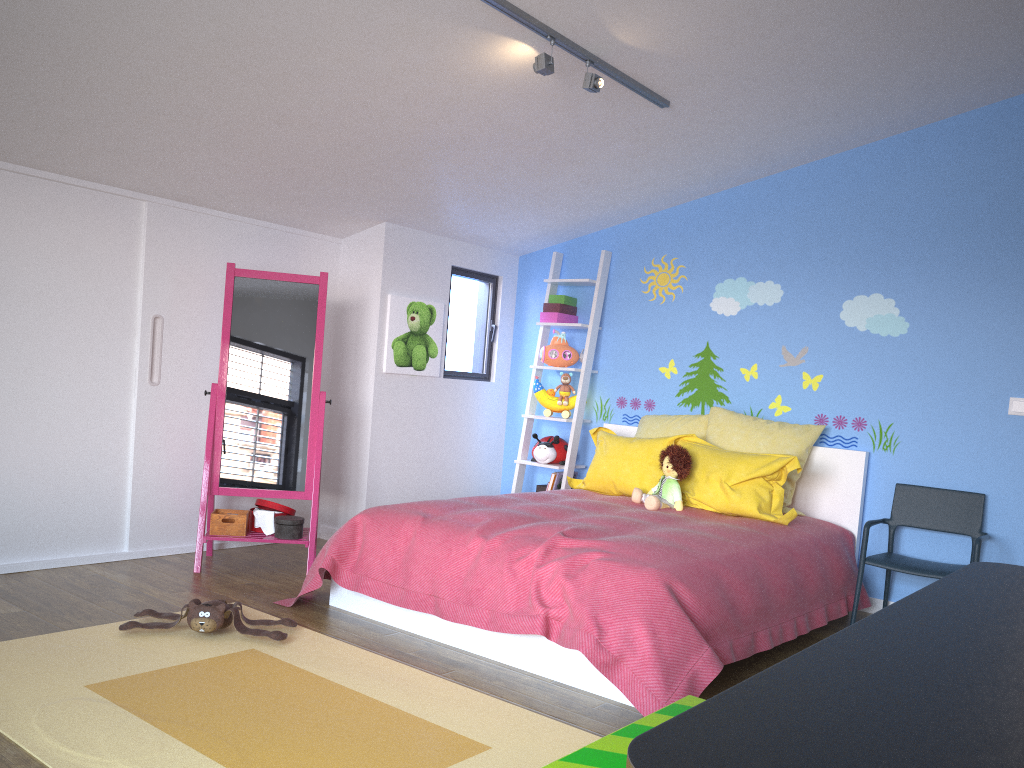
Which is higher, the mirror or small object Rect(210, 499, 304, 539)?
the mirror

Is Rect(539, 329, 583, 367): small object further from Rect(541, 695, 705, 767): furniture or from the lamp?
Rect(541, 695, 705, 767): furniture

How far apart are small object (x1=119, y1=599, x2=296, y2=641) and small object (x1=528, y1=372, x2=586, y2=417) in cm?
242

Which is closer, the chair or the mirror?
the chair

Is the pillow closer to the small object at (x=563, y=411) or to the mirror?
the small object at (x=563, y=411)

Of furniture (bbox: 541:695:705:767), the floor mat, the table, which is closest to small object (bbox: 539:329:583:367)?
the floor mat

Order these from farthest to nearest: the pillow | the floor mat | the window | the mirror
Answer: the window
the mirror
the pillow
the floor mat

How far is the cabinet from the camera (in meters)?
3.88

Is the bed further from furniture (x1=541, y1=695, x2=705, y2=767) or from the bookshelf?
furniture (x1=541, y1=695, x2=705, y2=767)

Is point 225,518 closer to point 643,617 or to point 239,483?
point 239,483
